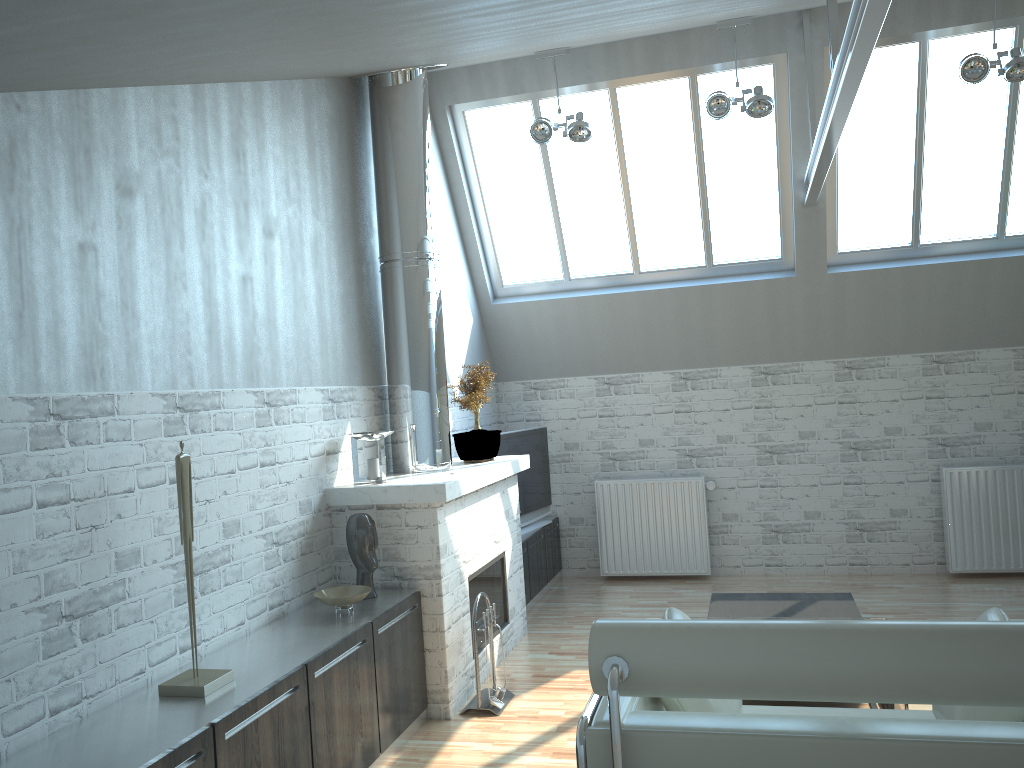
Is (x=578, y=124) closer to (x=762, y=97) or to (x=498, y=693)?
(x=762, y=97)

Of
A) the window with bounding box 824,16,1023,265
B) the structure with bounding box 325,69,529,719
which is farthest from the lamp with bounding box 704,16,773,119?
the structure with bounding box 325,69,529,719

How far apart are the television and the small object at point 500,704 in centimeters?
455cm

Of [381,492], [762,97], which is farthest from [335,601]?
[762,97]

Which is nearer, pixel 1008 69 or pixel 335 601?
pixel 335 601

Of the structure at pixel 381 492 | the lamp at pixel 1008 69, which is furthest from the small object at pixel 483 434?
the lamp at pixel 1008 69

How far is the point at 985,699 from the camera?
3.67m

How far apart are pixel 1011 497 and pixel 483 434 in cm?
781

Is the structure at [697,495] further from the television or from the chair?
the chair

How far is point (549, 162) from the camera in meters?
13.0 m
